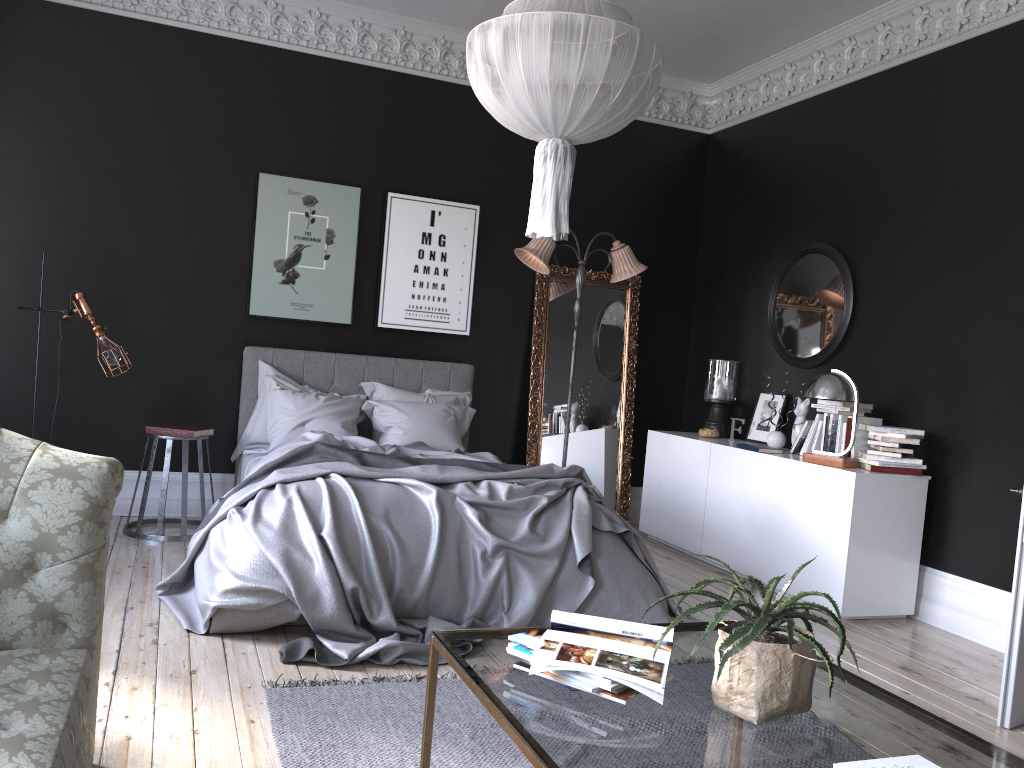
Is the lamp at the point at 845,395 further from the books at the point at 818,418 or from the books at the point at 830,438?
the books at the point at 818,418

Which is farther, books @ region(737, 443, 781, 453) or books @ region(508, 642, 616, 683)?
books @ region(737, 443, 781, 453)

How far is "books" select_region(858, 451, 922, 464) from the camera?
5.3m

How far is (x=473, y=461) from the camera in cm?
523

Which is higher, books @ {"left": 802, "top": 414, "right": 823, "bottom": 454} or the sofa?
books @ {"left": 802, "top": 414, "right": 823, "bottom": 454}

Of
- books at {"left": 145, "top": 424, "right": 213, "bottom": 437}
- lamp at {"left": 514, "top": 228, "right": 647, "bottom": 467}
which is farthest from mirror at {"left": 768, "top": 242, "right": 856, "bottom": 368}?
books at {"left": 145, "top": 424, "right": 213, "bottom": 437}

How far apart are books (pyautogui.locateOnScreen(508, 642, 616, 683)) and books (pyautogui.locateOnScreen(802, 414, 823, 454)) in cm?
417

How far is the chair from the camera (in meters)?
5.73

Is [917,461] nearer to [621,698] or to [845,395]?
[845,395]

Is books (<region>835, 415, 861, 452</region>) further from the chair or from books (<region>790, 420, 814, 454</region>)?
the chair
